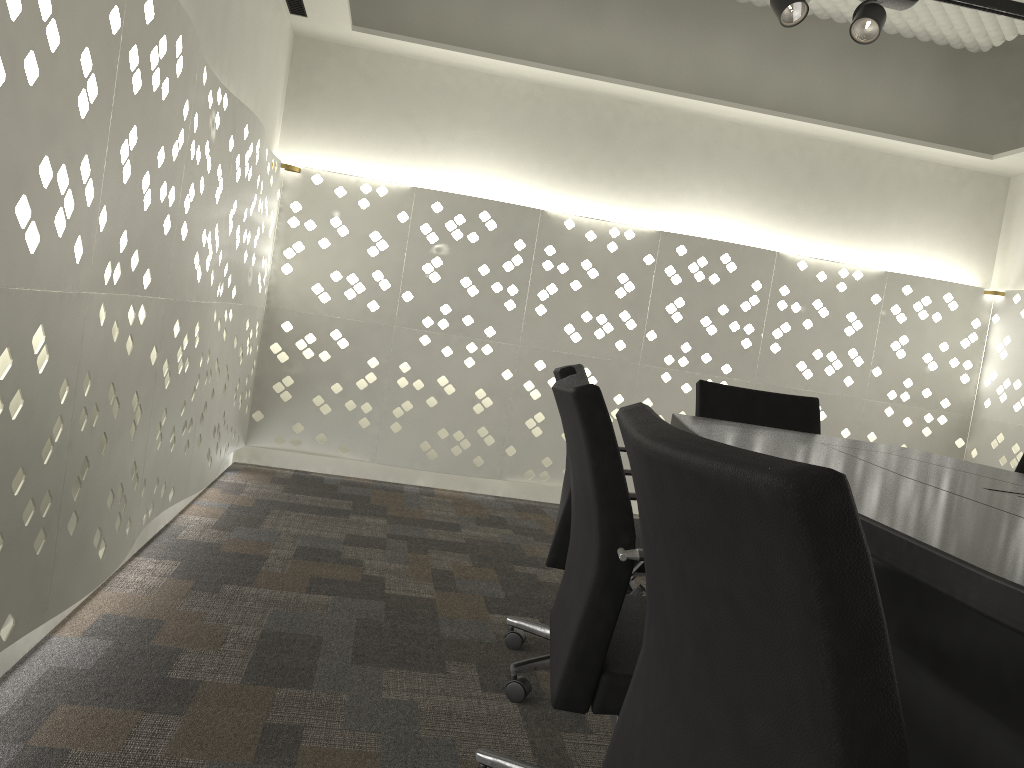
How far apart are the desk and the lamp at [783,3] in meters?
1.3 m

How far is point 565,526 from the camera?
1.9m

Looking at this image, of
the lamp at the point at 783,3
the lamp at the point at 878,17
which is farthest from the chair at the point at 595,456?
the lamp at the point at 878,17

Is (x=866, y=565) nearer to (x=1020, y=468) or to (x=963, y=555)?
(x=963, y=555)

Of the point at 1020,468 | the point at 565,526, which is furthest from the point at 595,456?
the point at 1020,468

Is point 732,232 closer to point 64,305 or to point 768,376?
point 768,376

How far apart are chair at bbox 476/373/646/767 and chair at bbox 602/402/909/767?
0.2m

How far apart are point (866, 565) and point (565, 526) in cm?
145

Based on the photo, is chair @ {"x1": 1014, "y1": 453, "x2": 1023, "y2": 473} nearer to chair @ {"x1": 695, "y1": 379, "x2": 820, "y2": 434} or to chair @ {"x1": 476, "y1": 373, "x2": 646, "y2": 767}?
chair @ {"x1": 695, "y1": 379, "x2": 820, "y2": 434}

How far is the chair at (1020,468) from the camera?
2.5m
